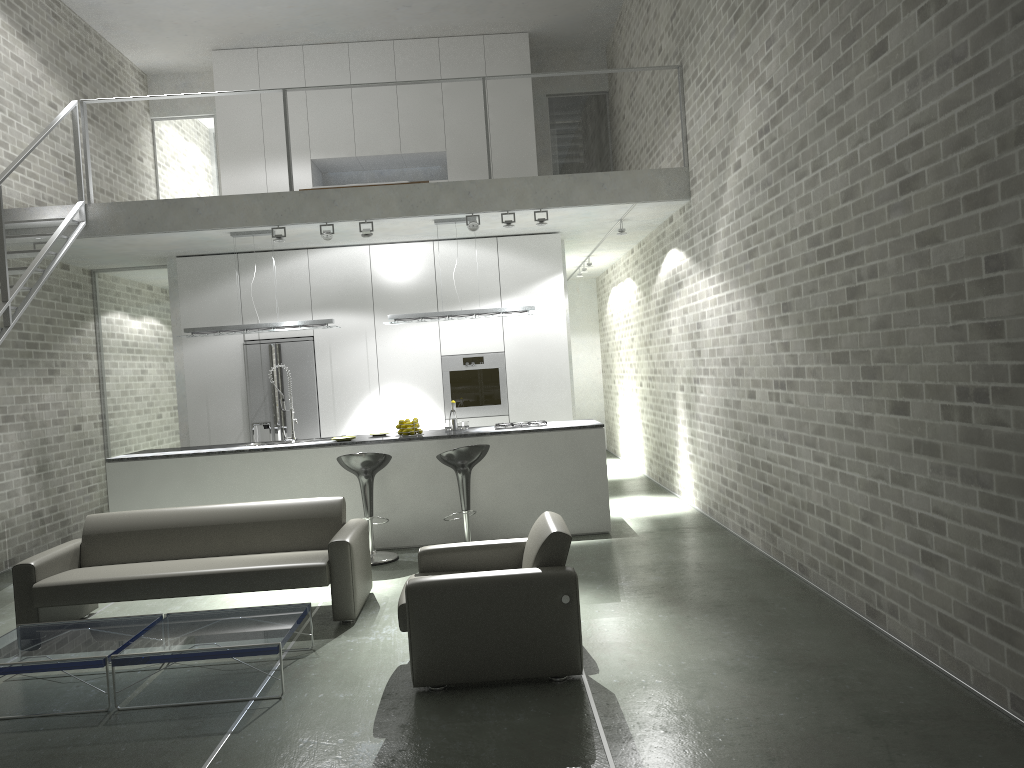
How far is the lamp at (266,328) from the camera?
8.4m

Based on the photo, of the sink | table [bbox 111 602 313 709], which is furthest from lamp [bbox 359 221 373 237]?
table [bbox 111 602 313 709]

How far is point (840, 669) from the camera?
4.2 meters

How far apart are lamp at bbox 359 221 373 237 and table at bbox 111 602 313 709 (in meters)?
4.13

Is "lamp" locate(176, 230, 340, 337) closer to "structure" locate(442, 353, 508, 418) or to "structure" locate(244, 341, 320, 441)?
"structure" locate(244, 341, 320, 441)

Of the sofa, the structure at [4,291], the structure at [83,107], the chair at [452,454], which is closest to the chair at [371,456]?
the chair at [452,454]

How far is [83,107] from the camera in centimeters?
812cm

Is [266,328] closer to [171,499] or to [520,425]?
[171,499]

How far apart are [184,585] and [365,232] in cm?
389

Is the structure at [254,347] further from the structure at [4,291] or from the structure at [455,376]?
the structure at [4,291]
